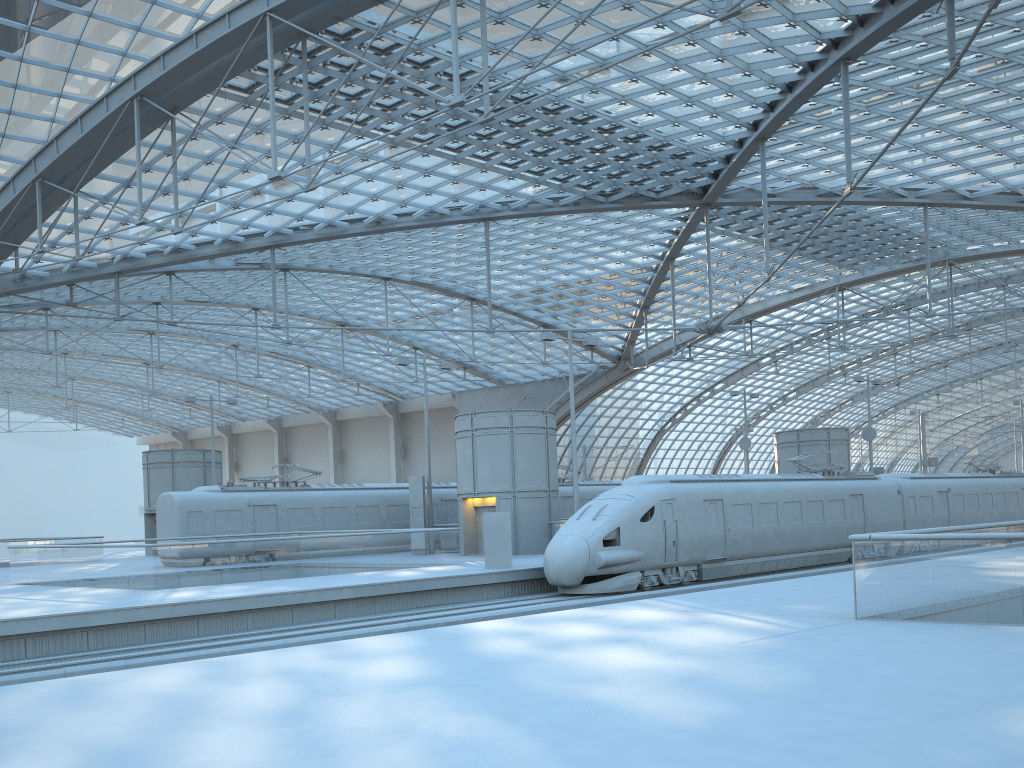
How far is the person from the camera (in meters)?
25.42

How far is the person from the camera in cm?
2542
